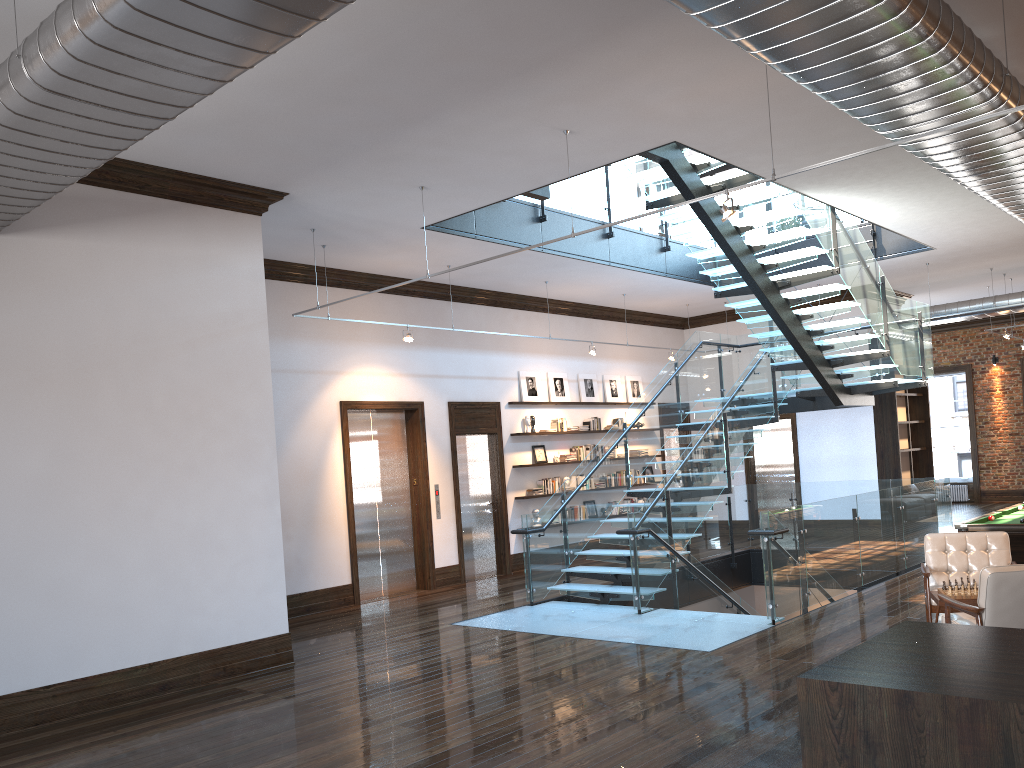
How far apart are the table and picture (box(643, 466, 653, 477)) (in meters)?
9.96

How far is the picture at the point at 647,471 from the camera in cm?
1680

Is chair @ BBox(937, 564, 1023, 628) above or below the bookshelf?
below

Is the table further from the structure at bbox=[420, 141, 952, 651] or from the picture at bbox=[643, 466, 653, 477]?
the picture at bbox=[643, 466, 653, 477]

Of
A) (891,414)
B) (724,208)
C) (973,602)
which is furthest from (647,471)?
(724,208)

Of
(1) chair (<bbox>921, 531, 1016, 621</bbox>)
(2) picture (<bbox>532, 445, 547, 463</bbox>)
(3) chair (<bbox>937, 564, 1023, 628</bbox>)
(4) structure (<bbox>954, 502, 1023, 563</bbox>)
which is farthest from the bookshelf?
(3) chair (<bbox>937, 564, 1023, 628</bbox>)

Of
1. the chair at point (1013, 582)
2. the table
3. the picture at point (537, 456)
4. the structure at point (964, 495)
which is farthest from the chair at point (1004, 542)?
the structure at point (964, 495)

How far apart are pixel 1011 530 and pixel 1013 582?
3.10m

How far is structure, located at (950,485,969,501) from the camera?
21.59m

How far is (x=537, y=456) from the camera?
14.5 meters
